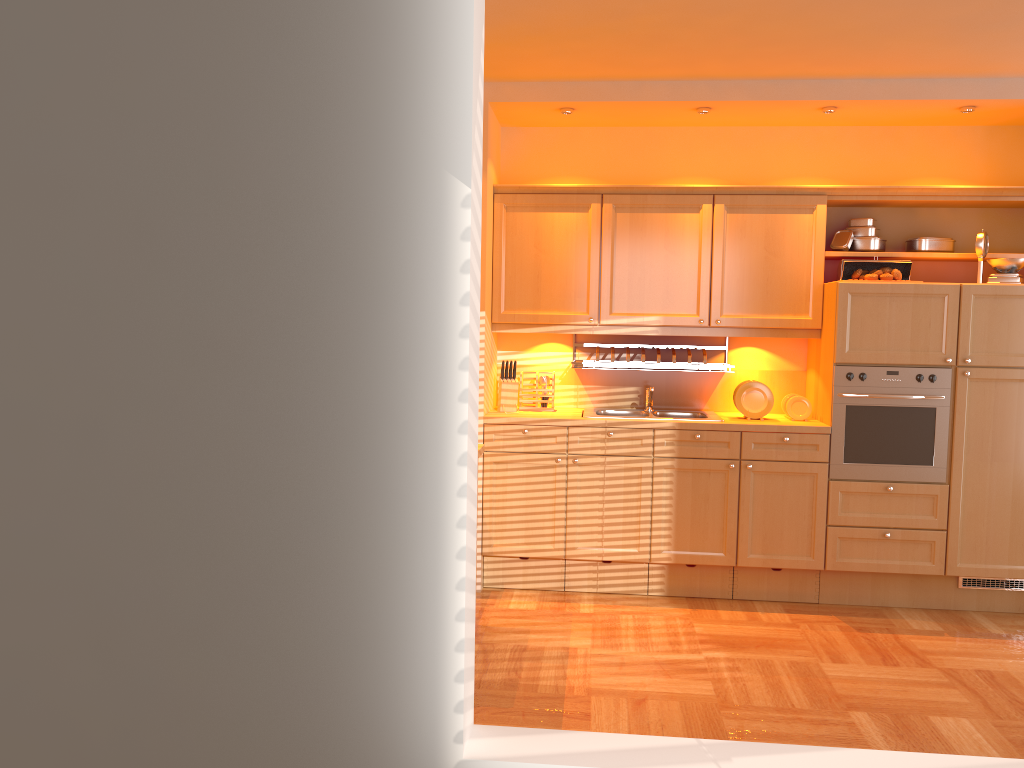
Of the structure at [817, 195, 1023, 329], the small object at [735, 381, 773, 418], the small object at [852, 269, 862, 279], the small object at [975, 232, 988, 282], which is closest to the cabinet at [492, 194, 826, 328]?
the structure at [817, 195, 1023, 329]

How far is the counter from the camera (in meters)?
4.58

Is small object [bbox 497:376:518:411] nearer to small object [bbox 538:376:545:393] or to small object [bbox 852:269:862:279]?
small object [bbox 538:376:545:393]

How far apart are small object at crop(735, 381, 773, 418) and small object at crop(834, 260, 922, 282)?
0.70m

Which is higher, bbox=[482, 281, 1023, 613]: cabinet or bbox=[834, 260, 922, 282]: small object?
bbox=[834, 260, 922, 282]: small object

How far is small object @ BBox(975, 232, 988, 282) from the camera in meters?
4.6 m

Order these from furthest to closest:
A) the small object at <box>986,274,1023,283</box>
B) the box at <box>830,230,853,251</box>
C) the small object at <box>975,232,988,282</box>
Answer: the box at <box>830,230,853,251</box> → the small object at <box>975,232,988,282</box> → the small object at <box>986,274,1023,283</box>

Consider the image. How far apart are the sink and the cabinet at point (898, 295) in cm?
14

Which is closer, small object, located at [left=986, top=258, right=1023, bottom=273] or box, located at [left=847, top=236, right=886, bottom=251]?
small object, located at [left=986, top=258, right=1023, bottom=273]

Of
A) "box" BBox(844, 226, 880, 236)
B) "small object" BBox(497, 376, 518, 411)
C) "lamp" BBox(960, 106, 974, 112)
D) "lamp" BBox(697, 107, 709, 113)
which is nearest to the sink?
"small object" BBox(497, 376, 518, 411)
